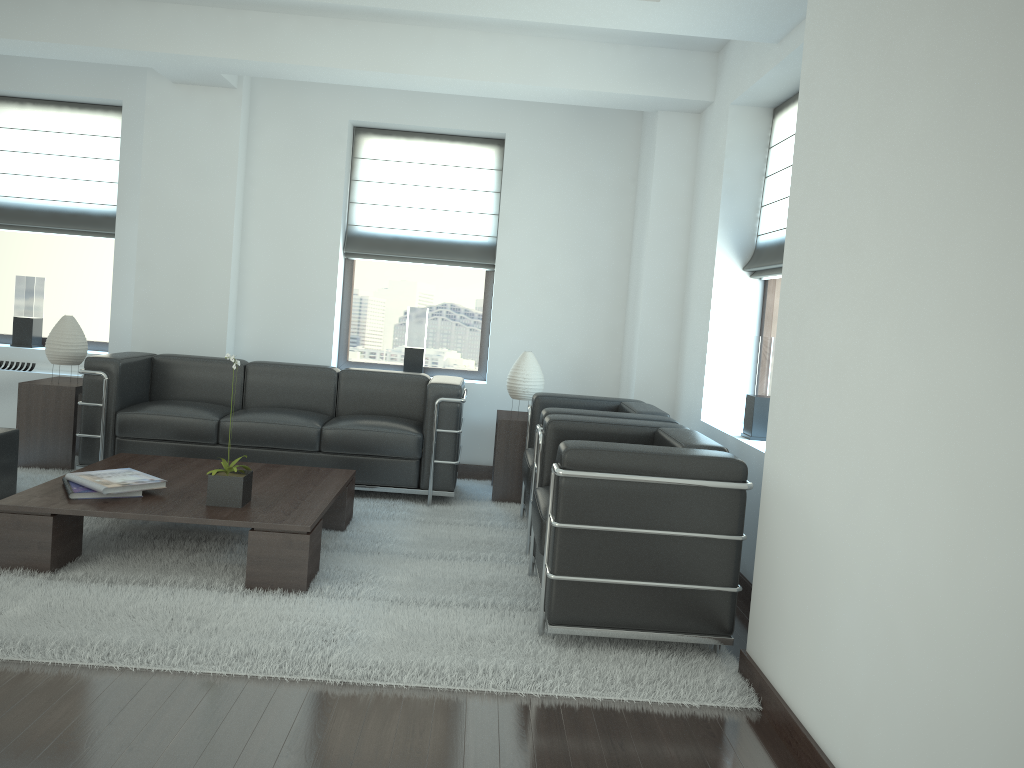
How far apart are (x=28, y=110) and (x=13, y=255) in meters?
1.6

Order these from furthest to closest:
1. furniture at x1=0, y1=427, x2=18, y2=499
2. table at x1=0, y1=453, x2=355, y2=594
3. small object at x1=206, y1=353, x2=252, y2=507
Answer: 1. furniture at x1=0, y1=427, x2=18, y2=499
2. small object at x1=206, y1=353, x2=252, y2=507
3. table at x1=0, y1=453, x2=355, y2=594

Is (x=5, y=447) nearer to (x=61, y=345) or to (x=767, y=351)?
(x=61, y=345)

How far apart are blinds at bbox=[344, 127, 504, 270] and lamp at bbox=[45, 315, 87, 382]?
2.82m

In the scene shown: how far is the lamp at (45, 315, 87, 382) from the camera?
8.38m

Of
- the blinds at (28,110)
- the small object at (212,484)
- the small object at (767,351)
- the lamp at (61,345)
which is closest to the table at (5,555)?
the small object at (212,484)

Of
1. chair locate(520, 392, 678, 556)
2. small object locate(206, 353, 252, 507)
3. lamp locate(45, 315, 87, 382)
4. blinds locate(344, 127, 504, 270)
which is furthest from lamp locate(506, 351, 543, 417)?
lamp locate(45, 315, 87, 382)

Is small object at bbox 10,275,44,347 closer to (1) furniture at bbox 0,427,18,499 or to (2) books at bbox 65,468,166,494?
(1) furniture at bbox 0,427,18,499

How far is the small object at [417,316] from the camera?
9.8 meters

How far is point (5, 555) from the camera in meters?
5.4
